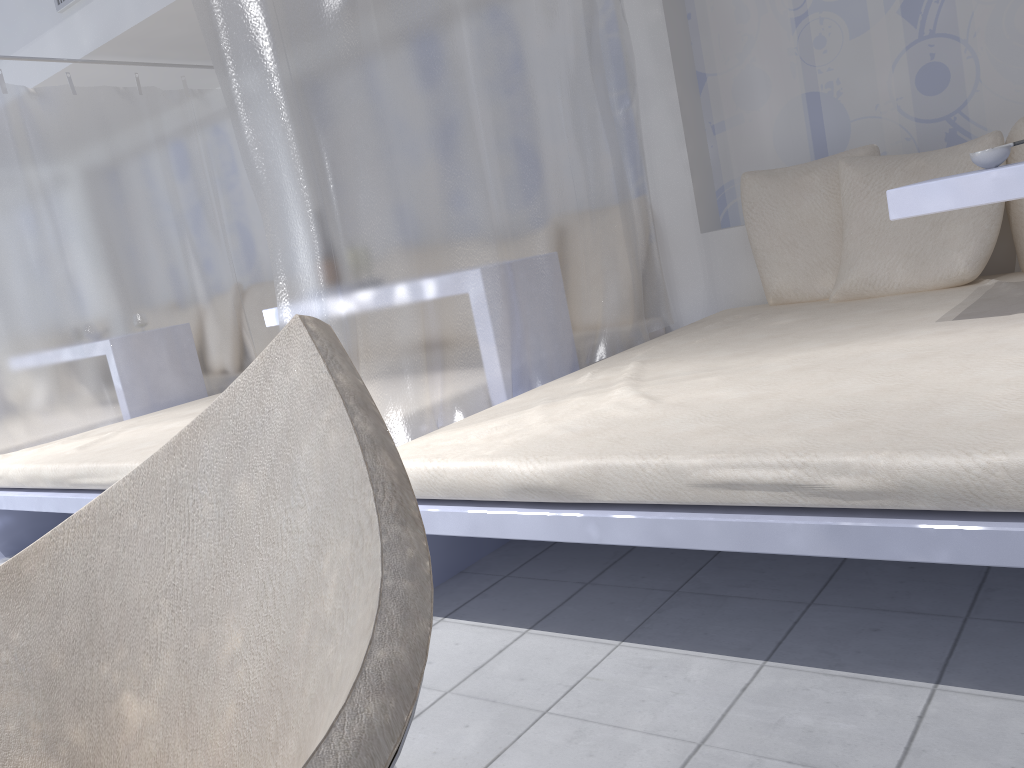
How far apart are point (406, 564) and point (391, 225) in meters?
1.6 m

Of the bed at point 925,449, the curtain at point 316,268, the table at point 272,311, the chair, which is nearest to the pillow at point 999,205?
the bed at point 925,449

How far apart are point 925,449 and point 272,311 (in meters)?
2.51

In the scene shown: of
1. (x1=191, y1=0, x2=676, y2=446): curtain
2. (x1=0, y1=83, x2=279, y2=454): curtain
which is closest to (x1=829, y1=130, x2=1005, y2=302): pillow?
(x1=191, y1=0, x2=676, y2=446): curtain

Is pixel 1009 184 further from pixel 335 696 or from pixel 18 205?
pixel 18 205

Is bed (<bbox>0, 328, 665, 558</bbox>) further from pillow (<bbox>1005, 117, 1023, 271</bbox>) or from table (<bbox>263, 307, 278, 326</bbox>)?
pillow (<bbox>1005, 117, 1023, 271</bbox>)

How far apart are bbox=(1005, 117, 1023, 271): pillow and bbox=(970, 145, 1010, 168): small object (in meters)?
0.89

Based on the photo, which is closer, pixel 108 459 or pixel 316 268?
pixel 316 268

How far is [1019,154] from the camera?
2.7 meters

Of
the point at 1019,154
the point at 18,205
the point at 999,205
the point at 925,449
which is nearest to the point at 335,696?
the point at 925,449
